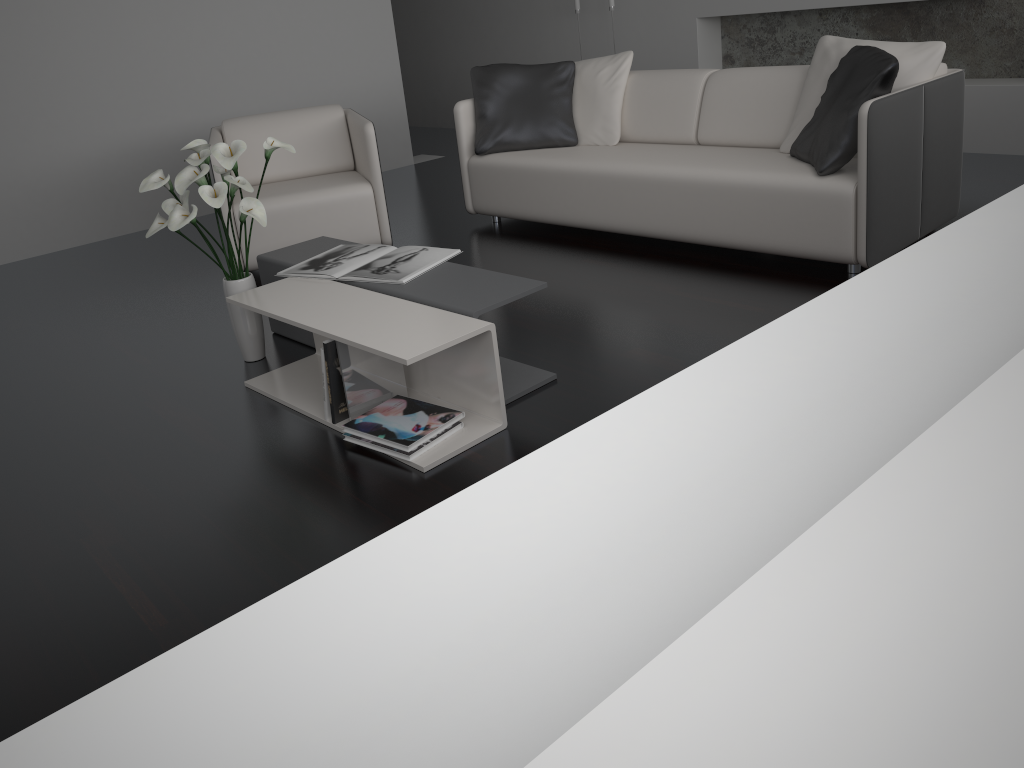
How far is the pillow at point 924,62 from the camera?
3.3m

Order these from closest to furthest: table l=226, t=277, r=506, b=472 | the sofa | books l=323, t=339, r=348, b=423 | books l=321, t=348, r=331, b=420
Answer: table l=226, t=277, r=506, b=472 < books l=323, t=339, r=348, b=423 < books l=321, t=348, r=331, b=420 < the sofa

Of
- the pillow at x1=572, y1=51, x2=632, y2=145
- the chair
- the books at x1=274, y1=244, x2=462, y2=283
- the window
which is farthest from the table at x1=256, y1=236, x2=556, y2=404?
the window

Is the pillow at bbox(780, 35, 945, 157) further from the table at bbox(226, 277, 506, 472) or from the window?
the window

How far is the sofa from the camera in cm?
316

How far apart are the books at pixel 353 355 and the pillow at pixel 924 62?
2.06m

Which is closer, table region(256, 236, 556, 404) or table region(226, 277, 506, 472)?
table region(226, 277, 506, 472)

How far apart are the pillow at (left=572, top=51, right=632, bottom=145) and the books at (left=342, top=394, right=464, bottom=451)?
2.3 meters

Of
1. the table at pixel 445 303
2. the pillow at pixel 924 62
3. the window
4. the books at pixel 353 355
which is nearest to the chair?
the table at pixel 445 303

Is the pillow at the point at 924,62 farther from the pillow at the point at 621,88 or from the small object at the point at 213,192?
the small object at the point at 213,192
